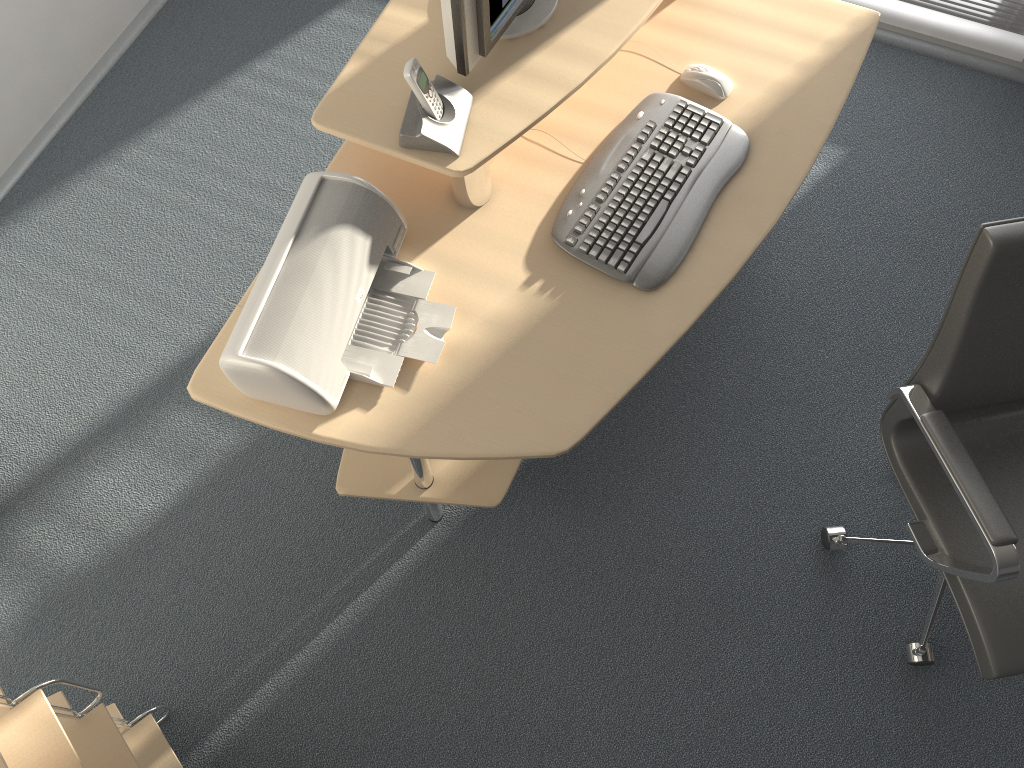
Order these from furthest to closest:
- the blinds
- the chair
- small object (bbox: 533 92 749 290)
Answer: the blinds
small object (bbox: 533 92 749 290)
the chair

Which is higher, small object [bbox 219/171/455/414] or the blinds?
small object [bbox 219/171/455/414]

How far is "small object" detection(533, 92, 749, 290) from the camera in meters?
1.8

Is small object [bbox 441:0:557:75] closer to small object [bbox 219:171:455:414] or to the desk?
the desk

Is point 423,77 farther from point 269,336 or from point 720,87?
point 720,87

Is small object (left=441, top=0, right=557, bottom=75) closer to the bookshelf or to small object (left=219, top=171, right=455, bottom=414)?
small object (left=219, top=171, right=455, bottom=414)

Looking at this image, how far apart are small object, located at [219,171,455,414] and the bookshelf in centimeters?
62cm

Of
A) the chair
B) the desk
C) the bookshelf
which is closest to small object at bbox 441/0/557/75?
the desk

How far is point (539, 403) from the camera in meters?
1.6

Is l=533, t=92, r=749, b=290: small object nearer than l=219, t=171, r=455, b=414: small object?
No
